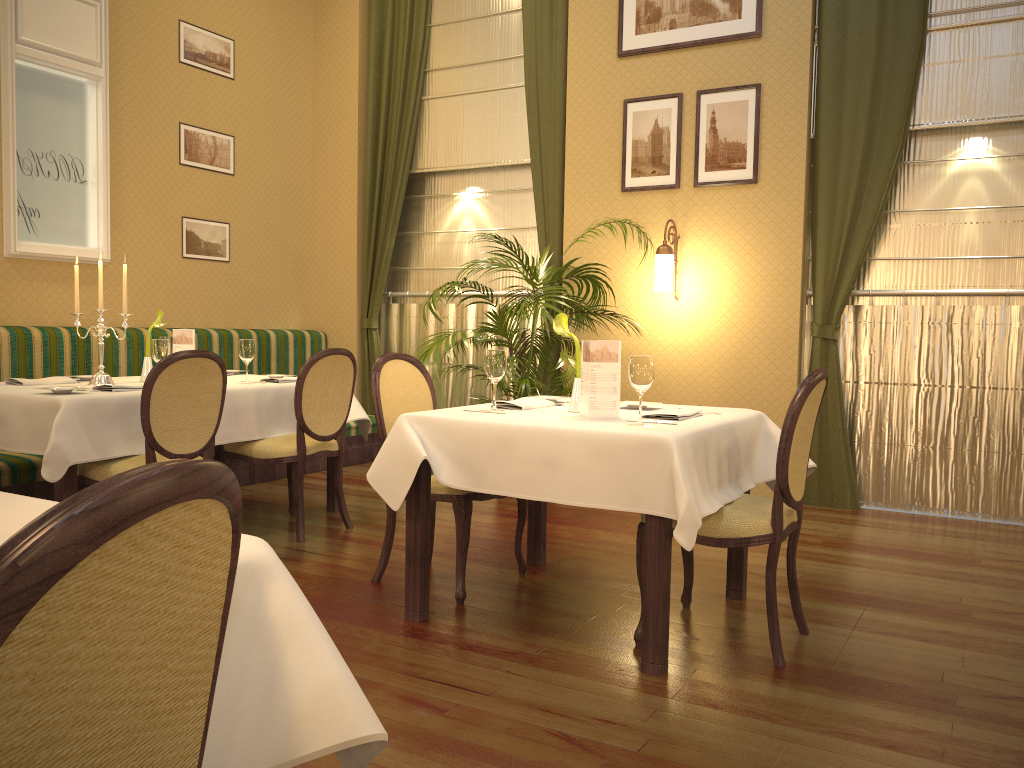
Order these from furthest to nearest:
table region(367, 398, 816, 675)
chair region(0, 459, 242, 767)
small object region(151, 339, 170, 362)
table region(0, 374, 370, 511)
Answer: small object region(151, 339, 170, 362) → table region(0, 374, 370, 511) → table region(367, 398, 816, 675) → chair region(0, 459, 242, 767)

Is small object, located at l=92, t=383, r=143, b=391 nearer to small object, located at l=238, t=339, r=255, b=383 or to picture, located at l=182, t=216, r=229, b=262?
small object, located at l=238, t=339, r=255, b=383

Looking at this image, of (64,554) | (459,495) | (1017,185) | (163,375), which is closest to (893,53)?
(1017,185)

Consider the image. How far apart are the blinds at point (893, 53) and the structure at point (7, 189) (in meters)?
4.47

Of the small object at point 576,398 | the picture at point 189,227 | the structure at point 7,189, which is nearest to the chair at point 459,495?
the small object at point 576,398

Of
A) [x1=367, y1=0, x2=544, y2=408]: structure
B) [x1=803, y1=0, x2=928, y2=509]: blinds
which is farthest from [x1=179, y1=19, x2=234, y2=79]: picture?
[x1=803, y1=0, x2=928, y2=509]: blinds

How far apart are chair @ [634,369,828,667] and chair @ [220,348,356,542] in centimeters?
193cm

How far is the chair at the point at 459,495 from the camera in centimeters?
341cm

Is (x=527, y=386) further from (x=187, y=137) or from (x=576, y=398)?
(x=187, y=137)

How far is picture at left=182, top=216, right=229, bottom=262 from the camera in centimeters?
633cm
